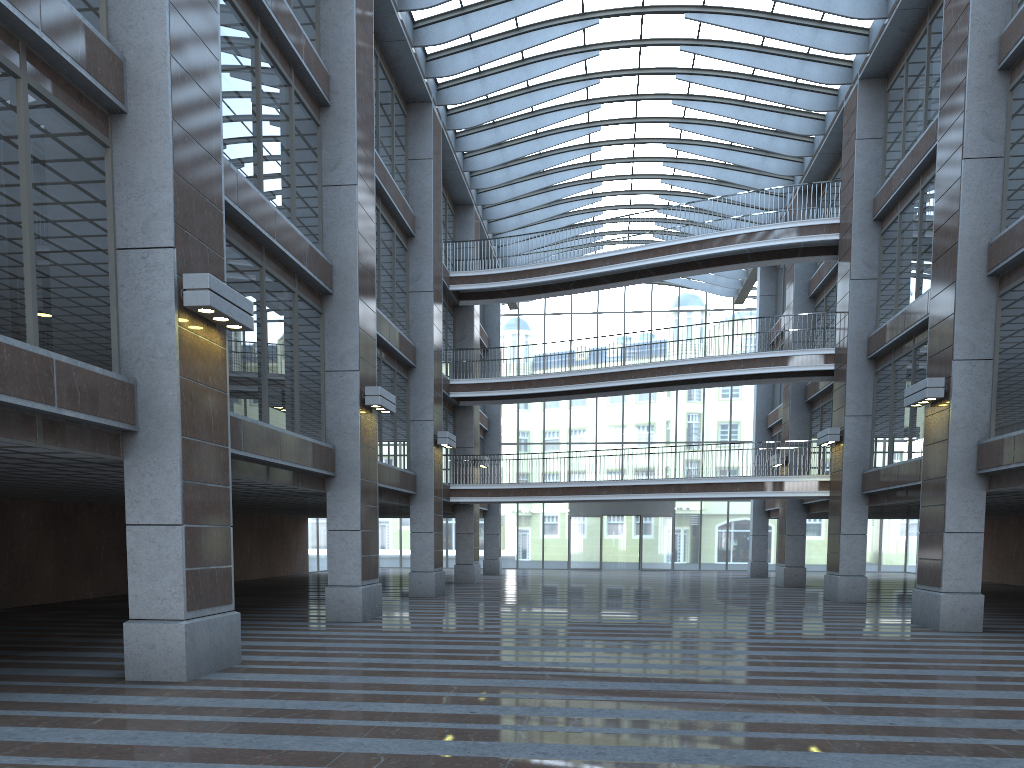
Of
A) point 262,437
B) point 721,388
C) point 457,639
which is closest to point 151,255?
point 262,437
